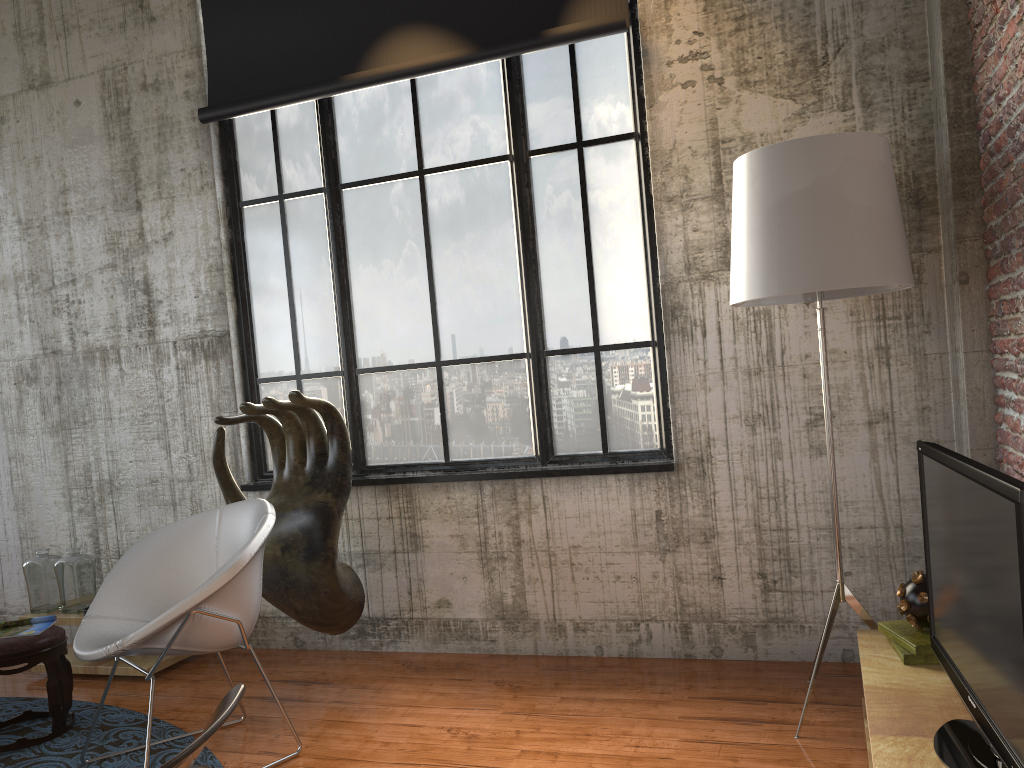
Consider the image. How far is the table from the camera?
4.8 meters

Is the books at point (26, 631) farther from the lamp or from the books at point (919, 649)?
the books at point (919, 649)

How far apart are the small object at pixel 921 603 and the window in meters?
1.4 m

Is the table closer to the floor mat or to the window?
the floor mat

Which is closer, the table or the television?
the television

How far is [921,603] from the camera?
3.1 meters

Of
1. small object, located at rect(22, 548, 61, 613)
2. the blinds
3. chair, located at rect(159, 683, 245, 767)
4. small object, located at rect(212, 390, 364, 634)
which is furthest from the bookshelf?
small object, located at rect(22, 548, 61, 613)

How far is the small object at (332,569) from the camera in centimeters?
429cm

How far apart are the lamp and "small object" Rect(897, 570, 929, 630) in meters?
0.3 m

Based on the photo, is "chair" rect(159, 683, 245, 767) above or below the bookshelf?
above
